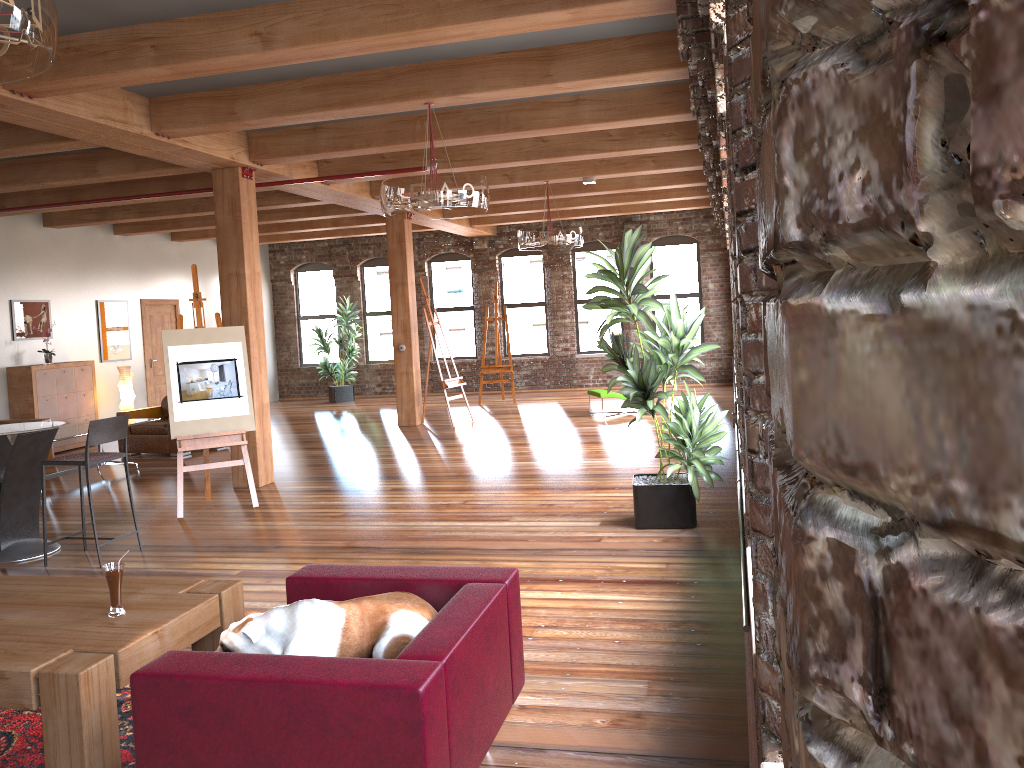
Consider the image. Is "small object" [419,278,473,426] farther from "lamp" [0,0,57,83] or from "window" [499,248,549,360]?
"lamp" [0,0,57,83]

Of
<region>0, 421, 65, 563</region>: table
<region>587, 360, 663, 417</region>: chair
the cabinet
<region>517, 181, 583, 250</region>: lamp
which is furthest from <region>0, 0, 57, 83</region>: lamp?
<region>587, 360, 663, 417</region>: chair

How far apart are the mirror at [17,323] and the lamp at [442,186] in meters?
7.7 m

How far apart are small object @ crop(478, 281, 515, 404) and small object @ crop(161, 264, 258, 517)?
7.7m

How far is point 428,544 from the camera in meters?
6.1 m

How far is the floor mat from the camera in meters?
3.2 m

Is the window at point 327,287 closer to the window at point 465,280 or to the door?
the window at point 465,280

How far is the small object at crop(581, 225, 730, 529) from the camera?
5.9 meters

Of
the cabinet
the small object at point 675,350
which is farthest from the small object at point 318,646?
the cabinet

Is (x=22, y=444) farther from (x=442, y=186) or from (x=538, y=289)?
(x=538, y=289)
